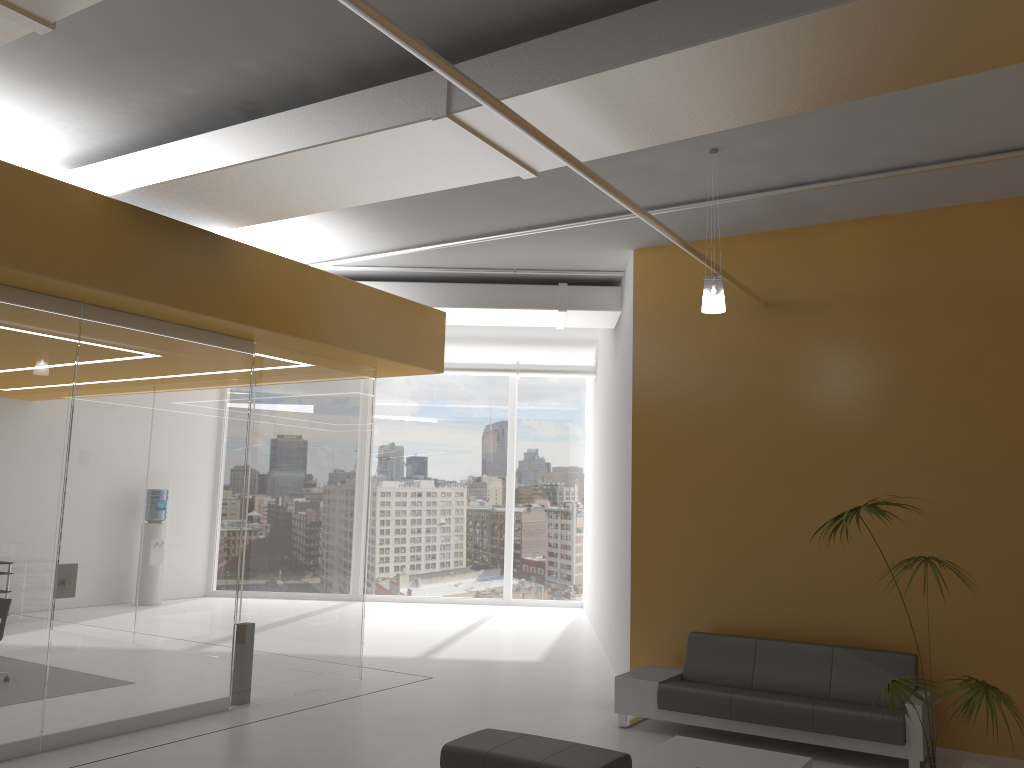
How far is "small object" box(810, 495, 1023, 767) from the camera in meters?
4.7 m

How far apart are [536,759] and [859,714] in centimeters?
285cm

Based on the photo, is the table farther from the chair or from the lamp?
the lamp

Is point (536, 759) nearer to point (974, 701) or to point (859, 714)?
point (974, 701)

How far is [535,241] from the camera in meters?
9.0 m

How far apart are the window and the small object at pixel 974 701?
11.2 meters

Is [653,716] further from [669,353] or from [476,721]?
[669,353]

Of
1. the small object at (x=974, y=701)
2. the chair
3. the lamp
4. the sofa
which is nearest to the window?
the sofa

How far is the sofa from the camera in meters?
6.5 m

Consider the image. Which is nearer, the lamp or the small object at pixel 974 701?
the small object at pixel 974 701
